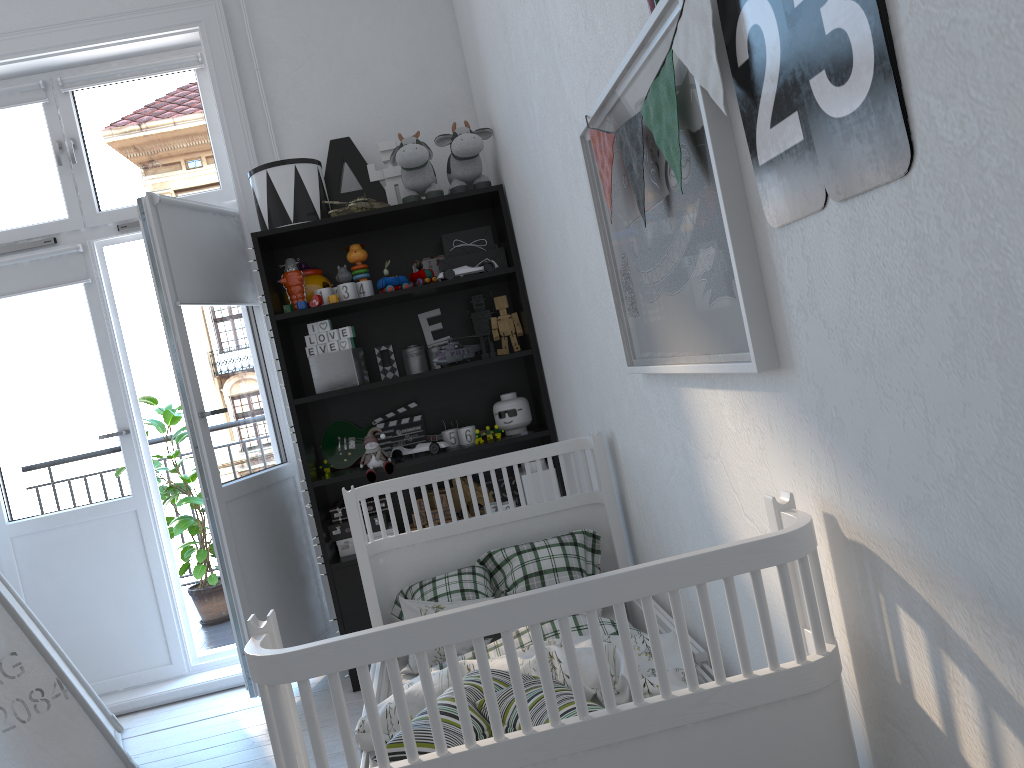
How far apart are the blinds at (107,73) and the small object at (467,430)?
1.8 meters

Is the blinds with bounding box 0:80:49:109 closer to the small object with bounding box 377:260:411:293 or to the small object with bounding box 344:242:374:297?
the small object with bounding box 344:242:374:297

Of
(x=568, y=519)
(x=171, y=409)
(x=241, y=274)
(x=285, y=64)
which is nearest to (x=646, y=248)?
(x=568, y=519)

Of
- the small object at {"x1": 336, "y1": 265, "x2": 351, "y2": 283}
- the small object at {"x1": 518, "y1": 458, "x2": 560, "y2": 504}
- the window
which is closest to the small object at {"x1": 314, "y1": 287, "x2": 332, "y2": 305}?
the small object at {"x1": 336, "y1": 265, "x2": 351, "y2": 283}

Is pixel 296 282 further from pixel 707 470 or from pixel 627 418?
pixel 707 470

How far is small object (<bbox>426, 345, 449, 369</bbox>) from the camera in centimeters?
342cm

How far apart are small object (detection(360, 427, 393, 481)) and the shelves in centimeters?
3cm

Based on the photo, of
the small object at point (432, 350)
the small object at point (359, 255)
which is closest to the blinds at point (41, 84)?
the small object at point (359, 255)

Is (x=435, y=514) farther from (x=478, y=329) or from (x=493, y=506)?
(x=478, y=329)

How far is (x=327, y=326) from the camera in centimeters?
320cm
